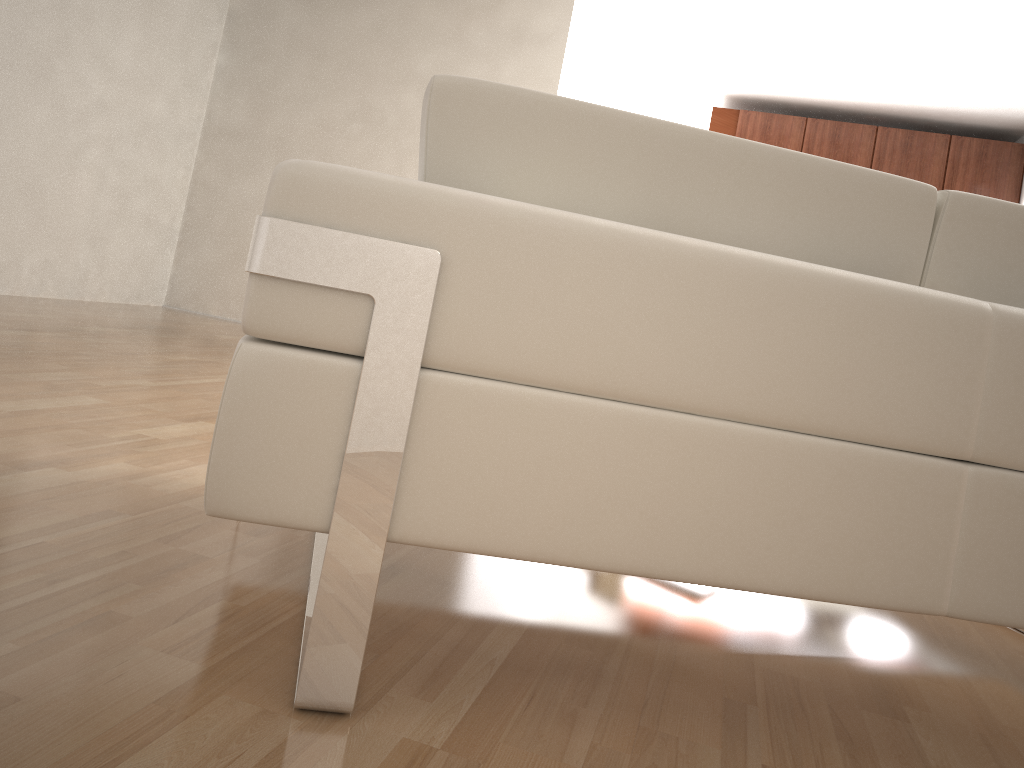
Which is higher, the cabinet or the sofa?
the cabinet

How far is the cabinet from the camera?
7.50m

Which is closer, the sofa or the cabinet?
the sofa

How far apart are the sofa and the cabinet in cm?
714

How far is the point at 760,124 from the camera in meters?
7.9

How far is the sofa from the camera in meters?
0.9

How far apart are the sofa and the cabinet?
7.14m

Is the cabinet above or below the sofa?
above

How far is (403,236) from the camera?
0.9m
